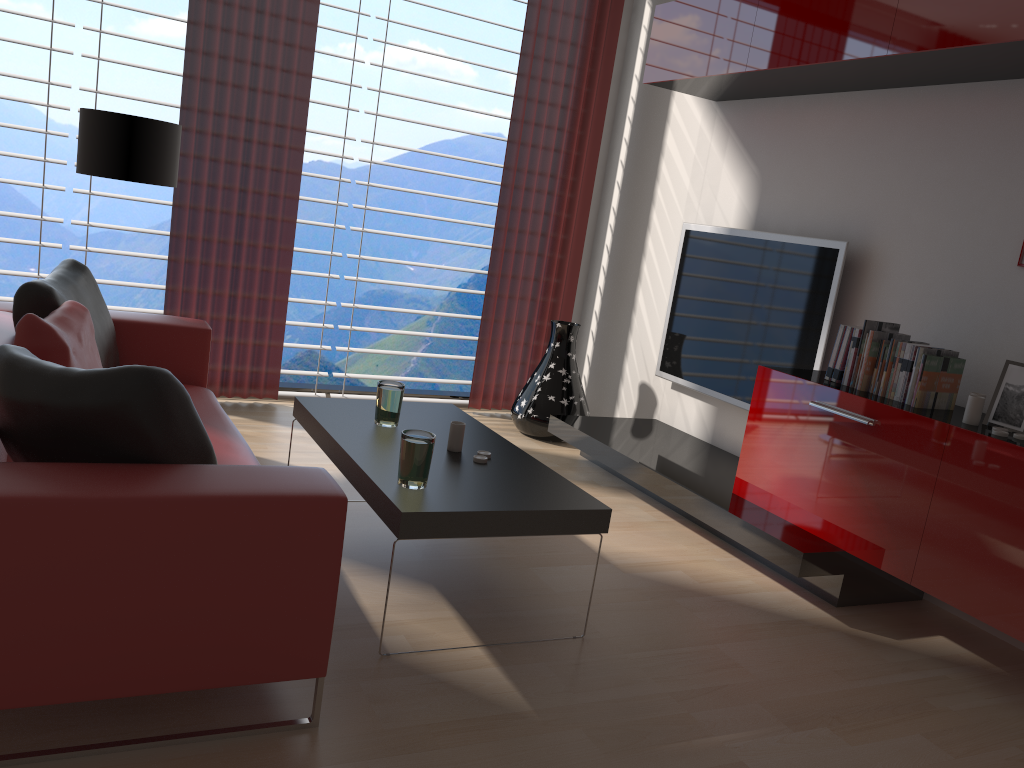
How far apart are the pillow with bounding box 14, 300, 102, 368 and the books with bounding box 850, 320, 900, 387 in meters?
3.8

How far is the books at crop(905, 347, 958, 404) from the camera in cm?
437

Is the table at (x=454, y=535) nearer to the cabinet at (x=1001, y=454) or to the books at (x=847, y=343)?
the cabinet at (x=1001, y=454)

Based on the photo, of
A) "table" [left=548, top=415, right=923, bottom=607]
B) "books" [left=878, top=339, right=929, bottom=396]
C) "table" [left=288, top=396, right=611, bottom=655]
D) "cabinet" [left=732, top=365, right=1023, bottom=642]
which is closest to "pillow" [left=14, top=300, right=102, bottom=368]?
"table" [left=288, top=396, right=611, bottom=655]

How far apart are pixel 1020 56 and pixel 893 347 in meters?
1.5 m

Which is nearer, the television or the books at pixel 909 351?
the books at pixel 909 351

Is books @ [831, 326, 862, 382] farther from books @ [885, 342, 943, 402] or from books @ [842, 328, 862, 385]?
books @ [885, 342, 943, 402]

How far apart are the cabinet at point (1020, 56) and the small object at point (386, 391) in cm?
286

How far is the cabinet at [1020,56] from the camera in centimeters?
409cm

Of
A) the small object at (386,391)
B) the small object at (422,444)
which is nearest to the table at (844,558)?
the small object at (386,391)
